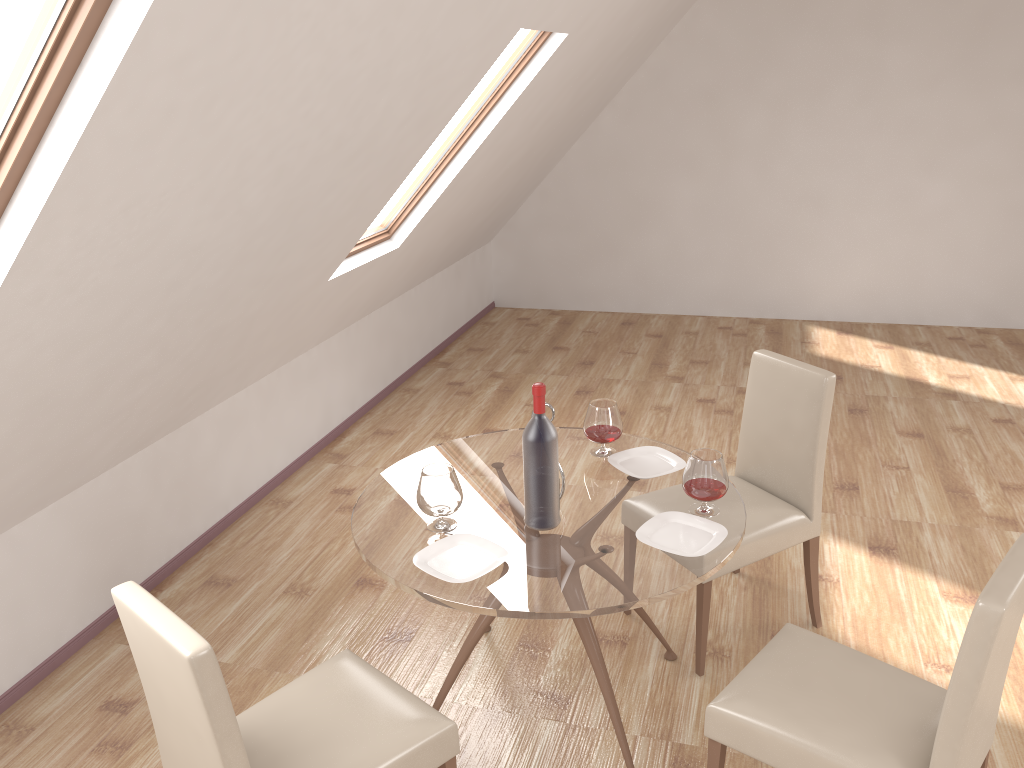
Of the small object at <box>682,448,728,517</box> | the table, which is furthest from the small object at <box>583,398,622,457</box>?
the small object at <box>682,448,728,517</box>

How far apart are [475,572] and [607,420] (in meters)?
0.84

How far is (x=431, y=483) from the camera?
2.5 meters

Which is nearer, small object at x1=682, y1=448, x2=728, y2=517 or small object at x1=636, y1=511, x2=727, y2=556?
small object at x1=636, y1=511, x2=727, y2=556

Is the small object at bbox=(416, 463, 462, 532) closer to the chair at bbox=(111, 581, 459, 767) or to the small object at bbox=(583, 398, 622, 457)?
the chair at bbox=(111, 581, 459, 767)

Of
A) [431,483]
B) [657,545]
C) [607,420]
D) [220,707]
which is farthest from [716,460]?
[220,707]

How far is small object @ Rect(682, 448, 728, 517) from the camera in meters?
2.6

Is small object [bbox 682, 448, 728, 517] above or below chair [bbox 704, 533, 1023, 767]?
above

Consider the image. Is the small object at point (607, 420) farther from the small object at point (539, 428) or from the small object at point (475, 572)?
the small object at point (475, 572)

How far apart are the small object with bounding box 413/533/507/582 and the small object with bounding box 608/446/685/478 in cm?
63
